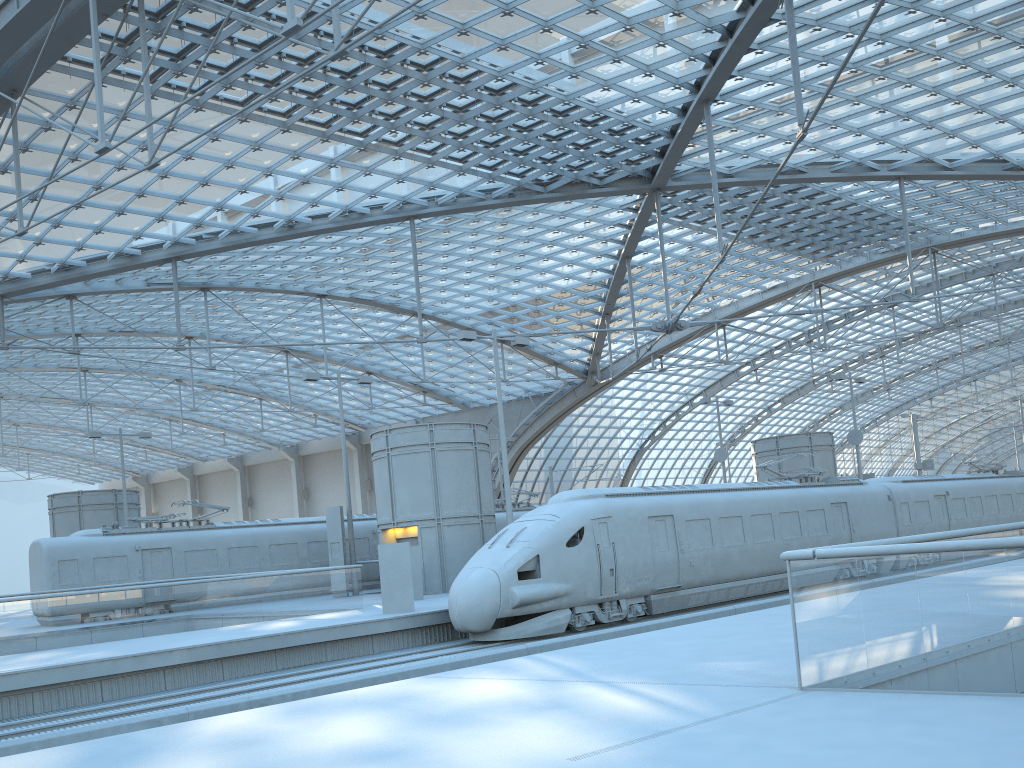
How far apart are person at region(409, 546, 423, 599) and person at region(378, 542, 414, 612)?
4.28m

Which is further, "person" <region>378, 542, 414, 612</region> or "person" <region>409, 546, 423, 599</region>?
"person" <region>409, 546, 423, 599</region>

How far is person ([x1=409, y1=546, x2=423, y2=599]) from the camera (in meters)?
24.96

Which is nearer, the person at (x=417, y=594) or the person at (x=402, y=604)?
the person at (x=402, y=604)

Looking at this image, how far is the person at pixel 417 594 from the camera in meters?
25.0

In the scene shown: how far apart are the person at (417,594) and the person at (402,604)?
4.28m

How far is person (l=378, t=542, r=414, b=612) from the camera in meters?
20.5 m

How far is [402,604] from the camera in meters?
20.5
